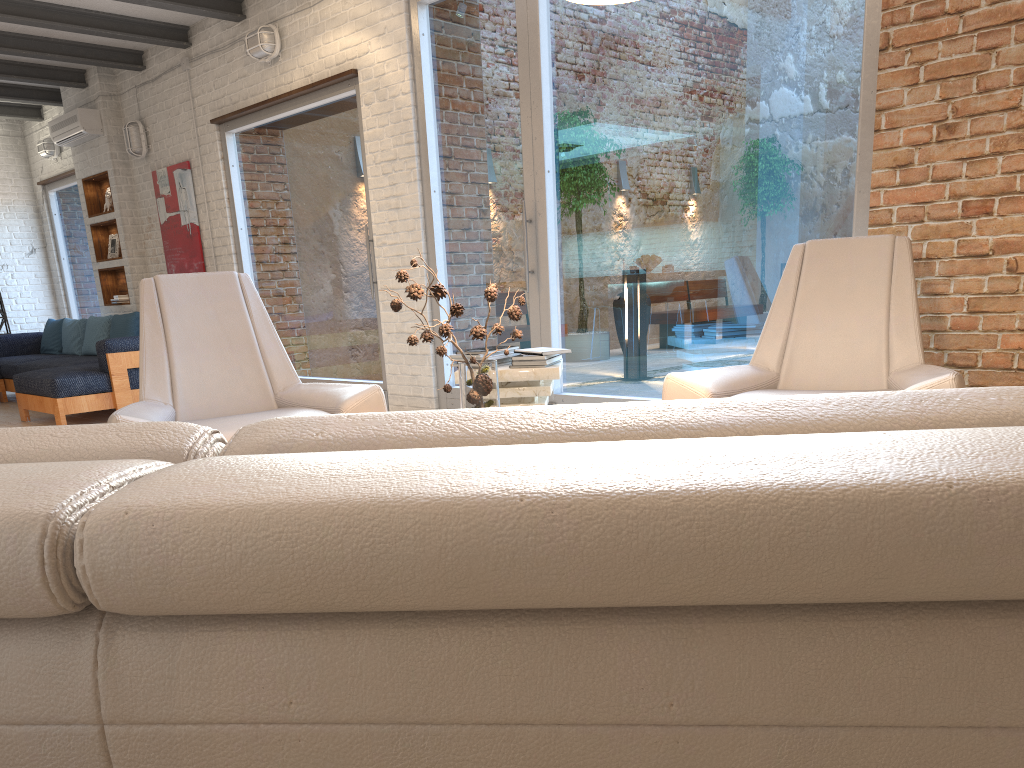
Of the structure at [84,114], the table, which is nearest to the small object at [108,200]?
the structure at [84,114]

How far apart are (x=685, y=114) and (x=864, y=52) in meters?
1.0 m

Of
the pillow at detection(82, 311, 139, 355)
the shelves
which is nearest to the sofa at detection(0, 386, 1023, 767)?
the pillow at detection(82, 311, 139, 355)

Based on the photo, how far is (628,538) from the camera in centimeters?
60cm

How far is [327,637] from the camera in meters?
0.7

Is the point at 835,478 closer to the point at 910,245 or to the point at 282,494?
the point at 282,494

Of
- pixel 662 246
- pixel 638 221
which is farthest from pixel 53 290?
pixel 662 246

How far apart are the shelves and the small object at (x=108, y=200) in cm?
9

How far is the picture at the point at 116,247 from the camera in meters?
9.3

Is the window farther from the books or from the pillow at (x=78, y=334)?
the books
